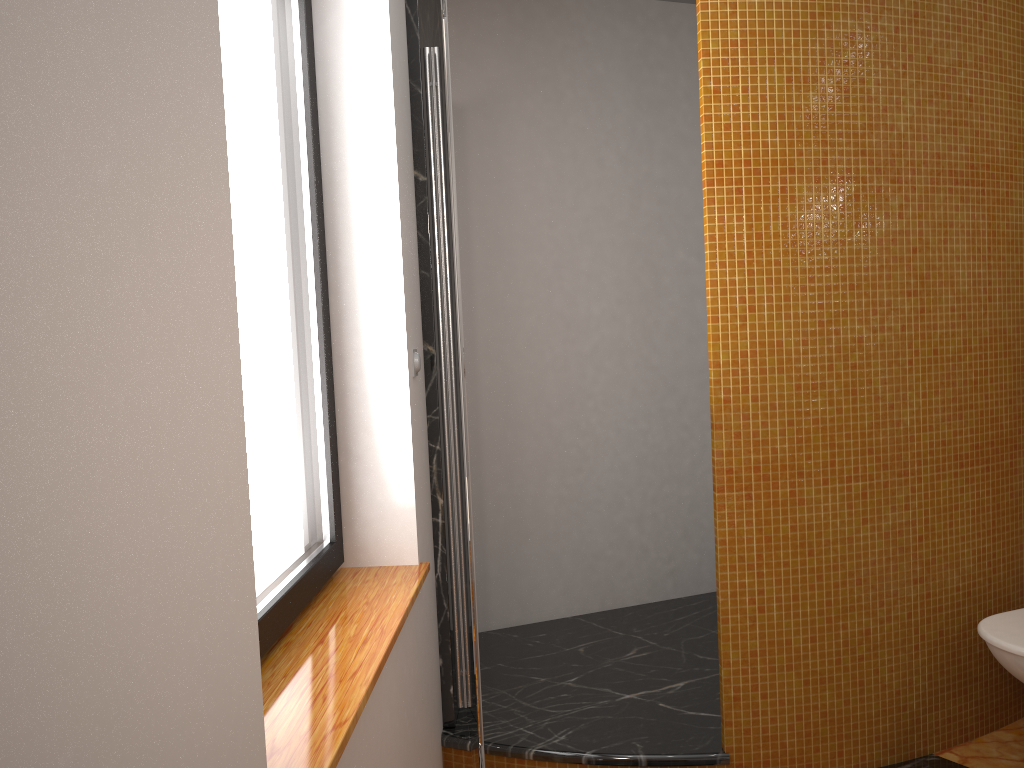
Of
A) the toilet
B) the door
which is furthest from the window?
the toilet

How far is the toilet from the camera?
2.14m

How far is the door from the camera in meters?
1.8

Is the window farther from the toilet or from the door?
the toilet

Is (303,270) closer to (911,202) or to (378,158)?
(378,158)

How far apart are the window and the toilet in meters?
1.6 m

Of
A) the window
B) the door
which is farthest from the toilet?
the window

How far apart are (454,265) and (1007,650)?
1.6m

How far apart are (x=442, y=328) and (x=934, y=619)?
1.6m

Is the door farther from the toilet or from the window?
the toilet
